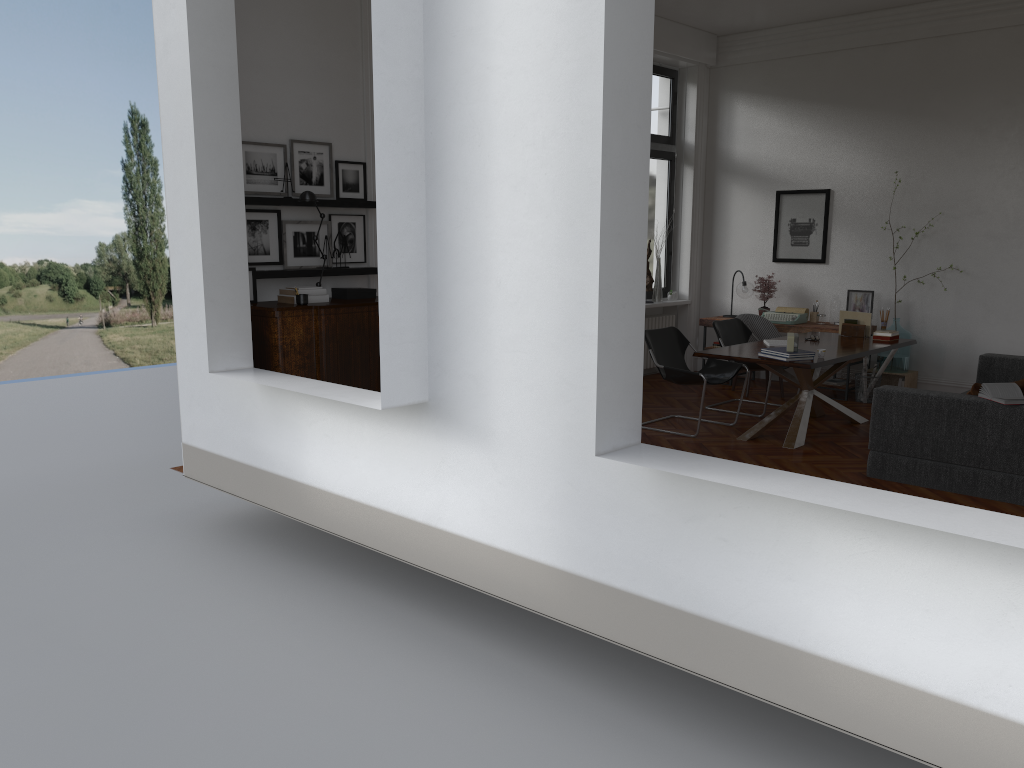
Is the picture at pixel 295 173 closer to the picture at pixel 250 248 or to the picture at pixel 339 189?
the picture at pixel 339 189

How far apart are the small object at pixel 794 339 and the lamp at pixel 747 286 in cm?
340

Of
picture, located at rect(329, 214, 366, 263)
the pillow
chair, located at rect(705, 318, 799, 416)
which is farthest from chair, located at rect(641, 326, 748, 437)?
picture, located at rect(329, 214, 366, 263)

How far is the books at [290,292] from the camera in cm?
640

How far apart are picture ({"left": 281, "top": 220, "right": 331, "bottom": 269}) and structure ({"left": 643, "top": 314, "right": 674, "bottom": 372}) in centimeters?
480cm

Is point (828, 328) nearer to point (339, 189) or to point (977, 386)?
point (977, 386)

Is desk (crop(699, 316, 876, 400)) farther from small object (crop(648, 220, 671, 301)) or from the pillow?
the pillow

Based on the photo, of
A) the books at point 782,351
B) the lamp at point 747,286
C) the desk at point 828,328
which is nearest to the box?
the books at point 782,351

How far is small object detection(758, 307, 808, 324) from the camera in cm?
963

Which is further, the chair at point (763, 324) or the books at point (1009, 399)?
the chair at point (763, 324)
